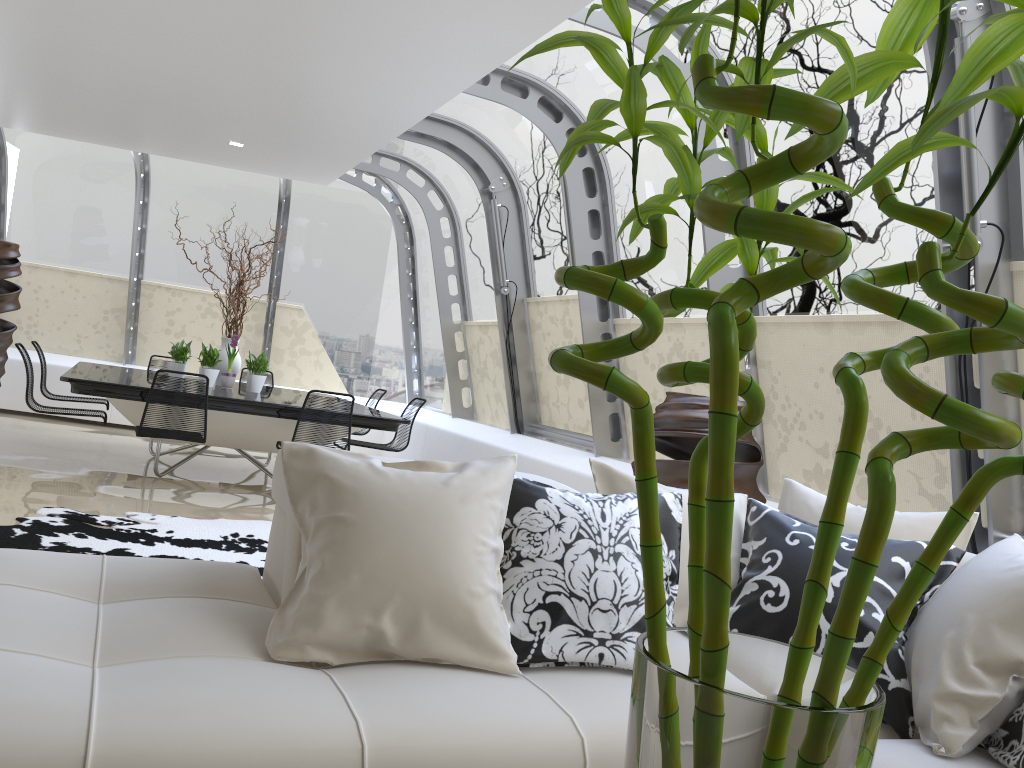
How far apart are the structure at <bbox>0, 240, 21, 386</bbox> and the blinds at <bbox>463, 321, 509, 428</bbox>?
4.5m

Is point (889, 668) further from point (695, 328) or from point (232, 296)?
point (232, 296)

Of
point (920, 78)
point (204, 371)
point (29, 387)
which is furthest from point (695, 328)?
point (29, 387)

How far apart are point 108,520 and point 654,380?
3.55m

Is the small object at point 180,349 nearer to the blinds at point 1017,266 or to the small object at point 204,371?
the small object at point 204,371

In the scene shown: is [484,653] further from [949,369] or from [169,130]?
[169,130]

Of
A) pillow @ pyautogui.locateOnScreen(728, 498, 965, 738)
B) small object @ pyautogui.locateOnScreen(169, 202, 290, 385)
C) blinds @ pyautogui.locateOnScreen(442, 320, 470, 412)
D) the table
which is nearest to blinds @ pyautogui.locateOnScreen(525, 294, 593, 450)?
the table

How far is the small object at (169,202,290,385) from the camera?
7.8 meters

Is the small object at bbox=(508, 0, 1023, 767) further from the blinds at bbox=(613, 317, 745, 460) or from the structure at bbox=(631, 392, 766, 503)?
the blinds at bbox=(613, 317, 745, 460)

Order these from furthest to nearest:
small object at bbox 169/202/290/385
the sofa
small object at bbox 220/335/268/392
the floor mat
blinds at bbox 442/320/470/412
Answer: blinds at bbox 442/320/470/412, small object at bbox 169/202/290/385, small object at bbox 220/335/268/392, the floor mat, the sofa
